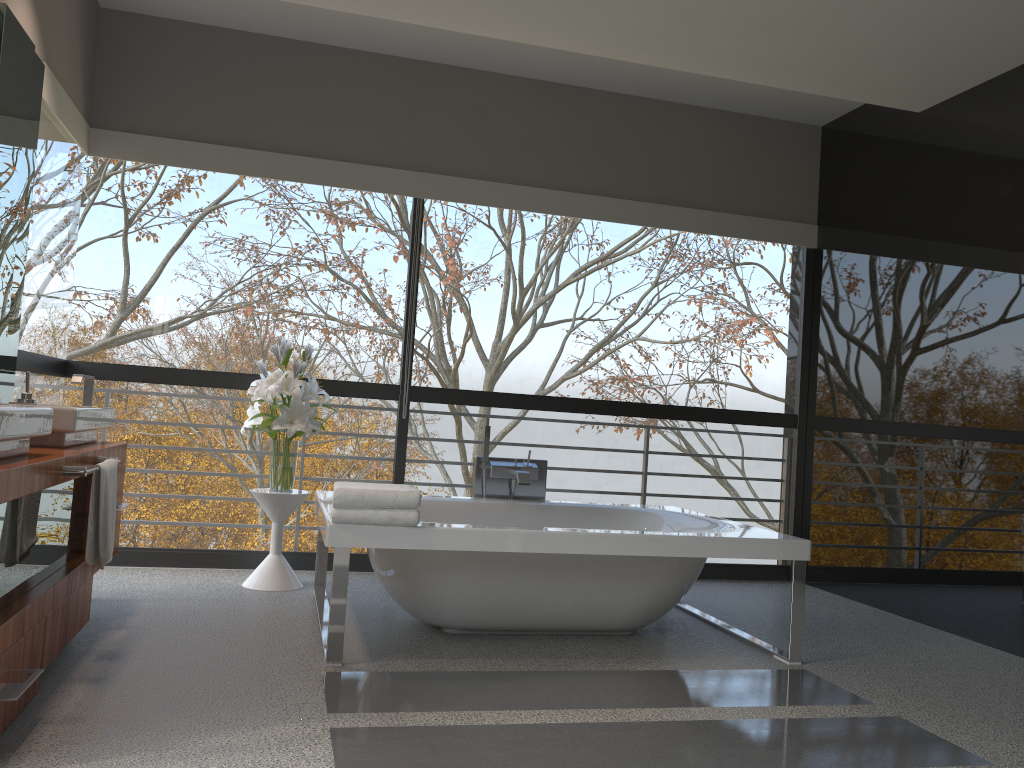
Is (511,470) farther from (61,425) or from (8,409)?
(8,409)

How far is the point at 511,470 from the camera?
4.6 meters

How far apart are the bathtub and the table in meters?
0.1 m

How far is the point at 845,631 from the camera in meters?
4.3

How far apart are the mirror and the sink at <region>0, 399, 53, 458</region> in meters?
1.0 m

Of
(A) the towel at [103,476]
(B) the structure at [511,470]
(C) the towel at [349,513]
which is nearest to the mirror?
(A) the towel at [103,476]

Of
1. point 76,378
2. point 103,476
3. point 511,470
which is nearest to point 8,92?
point 76,378

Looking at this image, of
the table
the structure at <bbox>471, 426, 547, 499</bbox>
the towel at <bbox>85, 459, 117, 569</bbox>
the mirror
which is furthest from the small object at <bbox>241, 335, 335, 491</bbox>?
the towel at <bbox>85, 459, 117, 569</bbox>

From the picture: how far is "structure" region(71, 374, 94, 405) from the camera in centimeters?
374cm

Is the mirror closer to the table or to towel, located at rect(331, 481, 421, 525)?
the table
